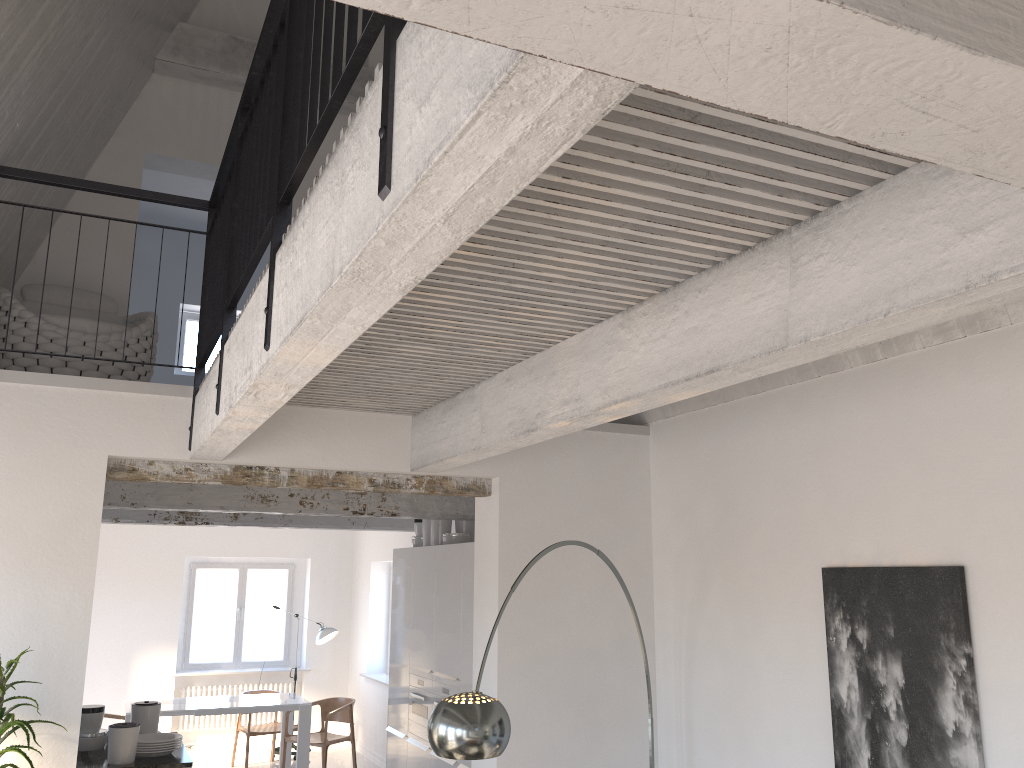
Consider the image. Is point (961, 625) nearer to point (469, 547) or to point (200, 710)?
point (469, 547)

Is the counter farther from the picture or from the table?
the picture

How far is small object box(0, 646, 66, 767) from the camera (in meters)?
3.56

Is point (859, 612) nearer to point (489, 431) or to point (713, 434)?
point (713, 434)

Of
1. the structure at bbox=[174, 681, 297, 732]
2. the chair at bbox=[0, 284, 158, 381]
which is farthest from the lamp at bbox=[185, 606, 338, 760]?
the chair at bbox=[0, 284, 158, 381]

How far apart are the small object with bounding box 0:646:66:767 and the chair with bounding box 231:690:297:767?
6.5 meters

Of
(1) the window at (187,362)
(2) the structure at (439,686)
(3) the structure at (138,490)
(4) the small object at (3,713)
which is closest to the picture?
(2) the structure at (439,686)

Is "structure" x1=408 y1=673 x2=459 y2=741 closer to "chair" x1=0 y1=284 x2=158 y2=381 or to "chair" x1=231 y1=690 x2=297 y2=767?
"chair" x1=0 y1=284 x2=158 y2=381

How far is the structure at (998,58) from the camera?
0.9m

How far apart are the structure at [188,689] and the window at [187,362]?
4.2m
